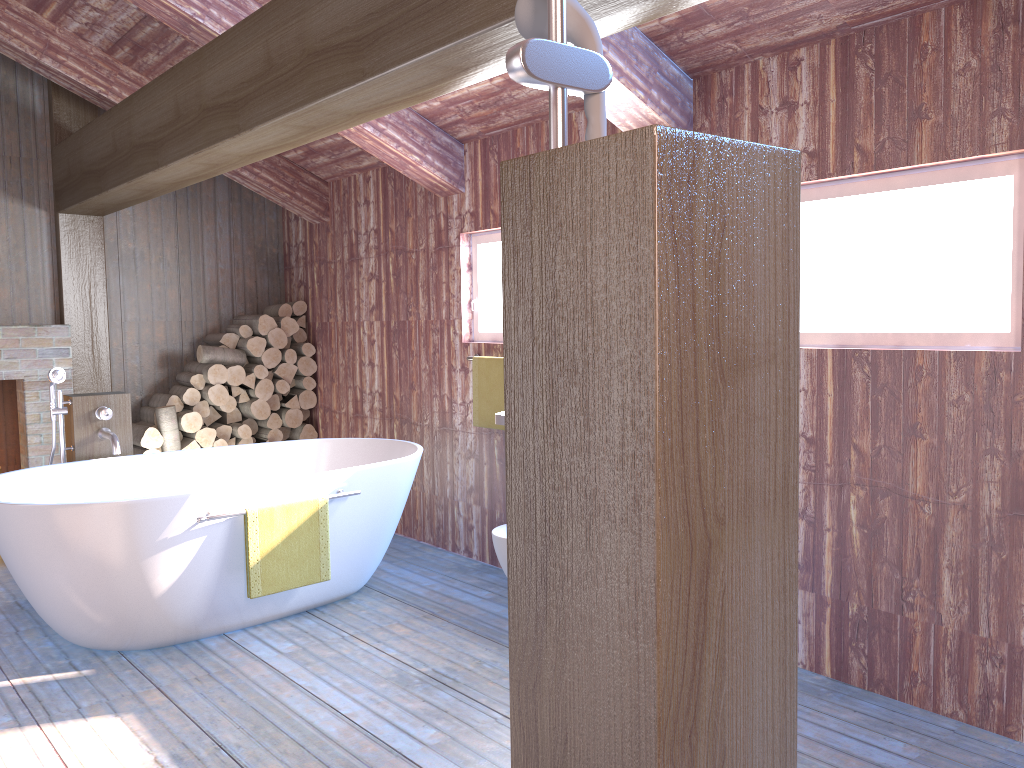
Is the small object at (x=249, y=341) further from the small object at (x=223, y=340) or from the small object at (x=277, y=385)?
the small object at (x=277, y=385)

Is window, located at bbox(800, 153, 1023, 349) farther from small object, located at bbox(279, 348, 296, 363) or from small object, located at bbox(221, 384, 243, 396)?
small object, located at bbox(221, 384, 243, 396)

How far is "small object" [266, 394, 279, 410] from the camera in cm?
598

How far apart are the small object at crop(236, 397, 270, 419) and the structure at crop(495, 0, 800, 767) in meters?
4.9

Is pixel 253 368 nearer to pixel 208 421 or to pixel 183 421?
pixel 208 421

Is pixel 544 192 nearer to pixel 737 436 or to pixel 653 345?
pixel 653 345

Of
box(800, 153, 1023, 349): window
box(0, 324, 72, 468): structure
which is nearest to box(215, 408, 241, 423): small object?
box(0, 324, 72, 468): structure

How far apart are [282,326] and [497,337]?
2.0m

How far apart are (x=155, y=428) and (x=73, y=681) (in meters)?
2.44

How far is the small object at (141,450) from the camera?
5.5 meters
